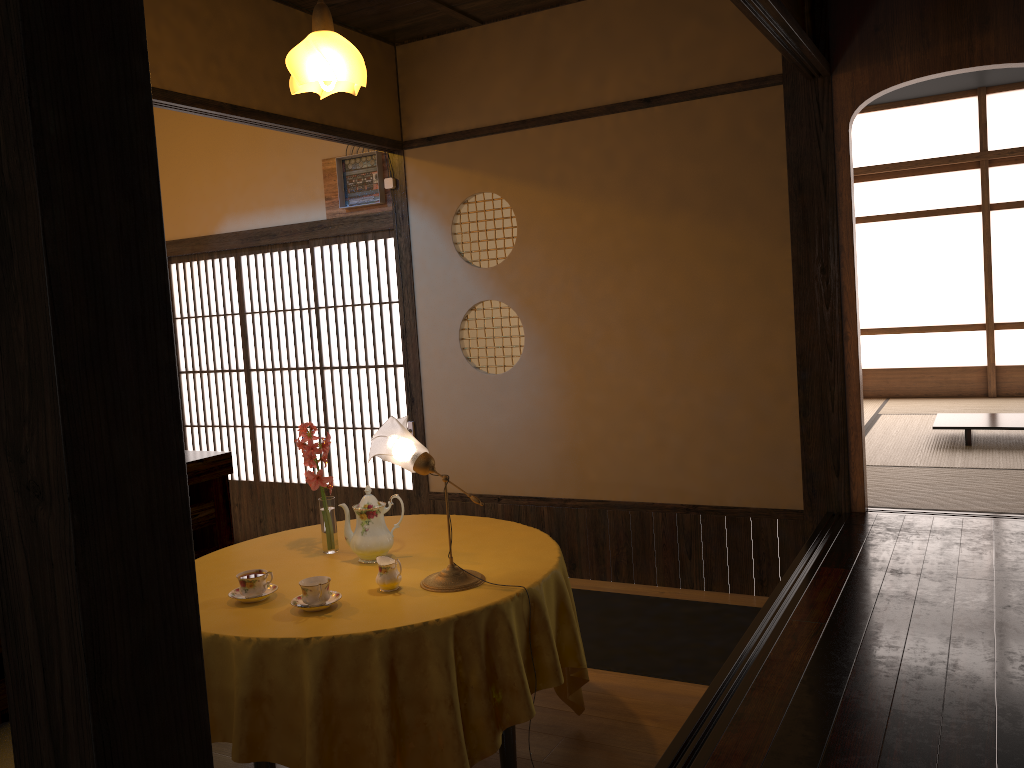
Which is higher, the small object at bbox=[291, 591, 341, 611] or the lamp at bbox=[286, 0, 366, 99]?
the lamp at bbox=[286, 0, 366, 99]

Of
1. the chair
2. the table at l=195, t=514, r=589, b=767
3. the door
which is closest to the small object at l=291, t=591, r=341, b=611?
the table at l=195, t=514, r=589, b=767

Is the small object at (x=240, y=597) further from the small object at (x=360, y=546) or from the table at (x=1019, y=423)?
the table at (x=1019, y=423)

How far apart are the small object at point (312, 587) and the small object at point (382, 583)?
0.2m

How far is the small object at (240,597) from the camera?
2.6m

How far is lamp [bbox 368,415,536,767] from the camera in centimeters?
263cm

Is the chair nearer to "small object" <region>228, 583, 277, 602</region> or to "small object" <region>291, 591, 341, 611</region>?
"small object" <region>228, 583, 277, 602</region>

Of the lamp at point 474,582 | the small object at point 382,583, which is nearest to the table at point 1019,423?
the lamp at point 474,582

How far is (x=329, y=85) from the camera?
2.8 meters

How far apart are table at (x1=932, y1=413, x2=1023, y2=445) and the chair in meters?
5.2 m
